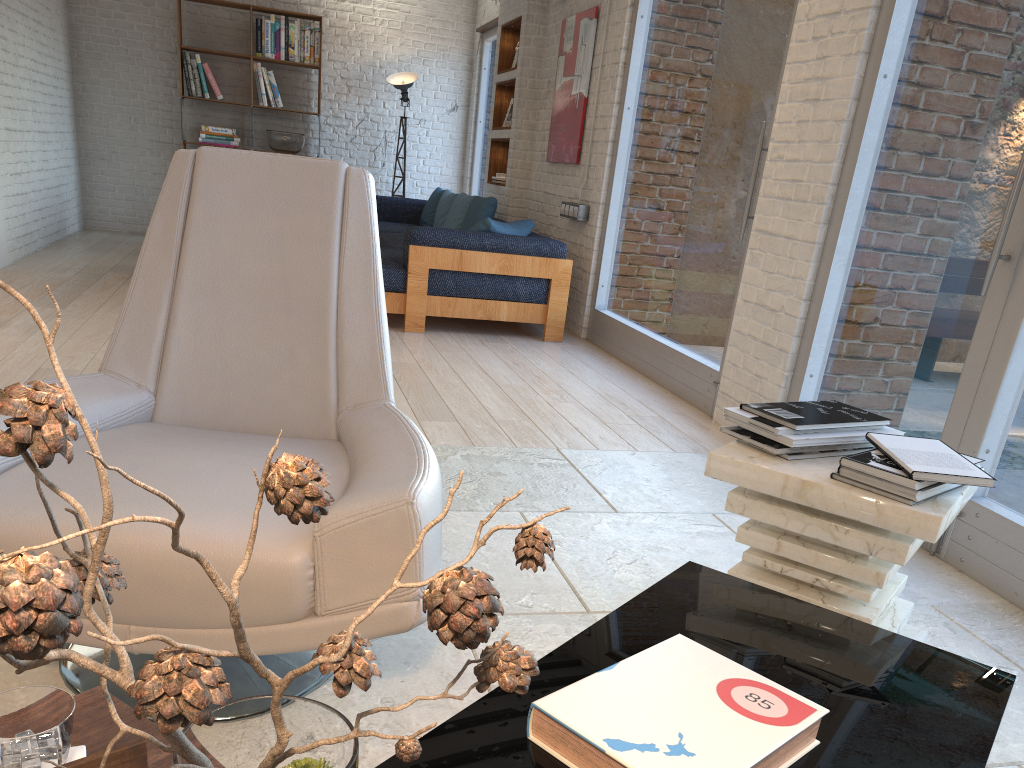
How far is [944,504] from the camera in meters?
1.8

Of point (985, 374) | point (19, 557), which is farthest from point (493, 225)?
point (19, 557)

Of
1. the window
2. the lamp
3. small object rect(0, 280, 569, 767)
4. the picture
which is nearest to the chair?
small object rect(0, 280, 569, 767)

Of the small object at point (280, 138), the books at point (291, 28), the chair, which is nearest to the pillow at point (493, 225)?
the chair

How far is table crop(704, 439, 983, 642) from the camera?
1.75m

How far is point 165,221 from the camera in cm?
205

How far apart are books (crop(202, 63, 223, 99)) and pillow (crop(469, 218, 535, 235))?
4.6m

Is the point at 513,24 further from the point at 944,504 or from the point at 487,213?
the point at 944,504

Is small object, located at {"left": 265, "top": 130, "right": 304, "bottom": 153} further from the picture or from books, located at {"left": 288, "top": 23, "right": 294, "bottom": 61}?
the picture

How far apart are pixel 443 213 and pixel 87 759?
7.69m
